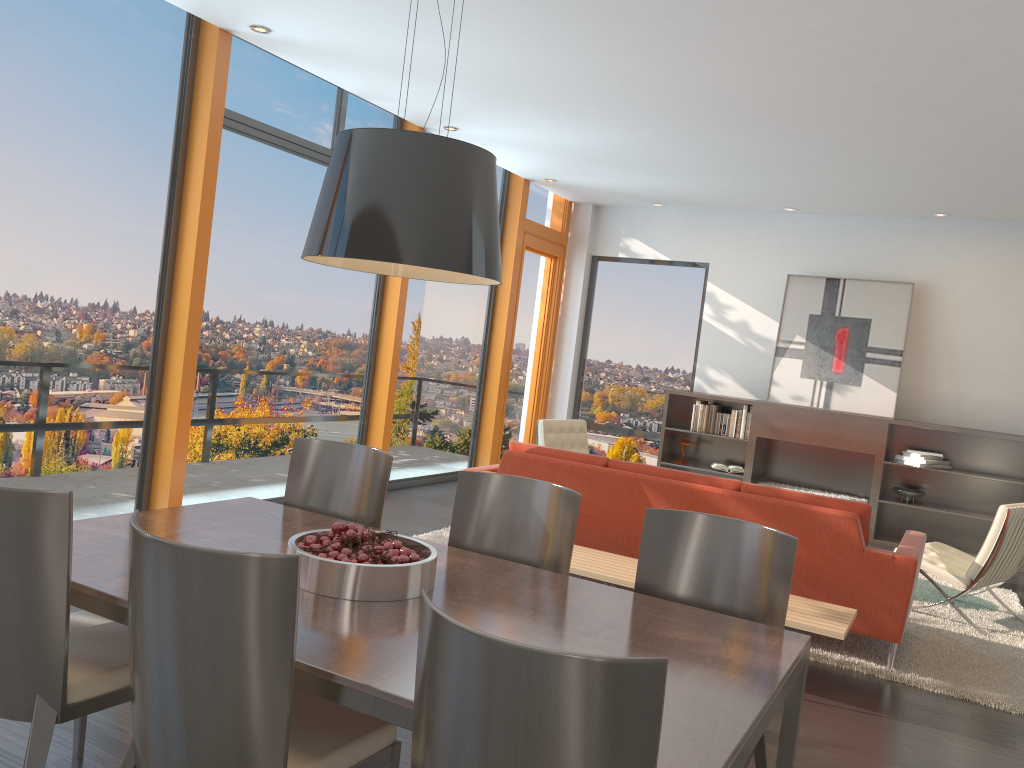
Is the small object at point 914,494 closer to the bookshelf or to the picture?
the bookshelf

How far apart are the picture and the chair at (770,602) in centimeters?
635cm

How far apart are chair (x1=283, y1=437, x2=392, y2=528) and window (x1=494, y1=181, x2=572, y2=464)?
5.9 meters

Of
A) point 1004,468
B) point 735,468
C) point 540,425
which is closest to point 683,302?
point 735,468

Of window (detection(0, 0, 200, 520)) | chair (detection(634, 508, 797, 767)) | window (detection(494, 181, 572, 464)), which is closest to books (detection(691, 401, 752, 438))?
window (detection(494, 181, 572, 464))

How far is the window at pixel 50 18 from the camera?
4.67m

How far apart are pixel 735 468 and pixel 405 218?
7.29m

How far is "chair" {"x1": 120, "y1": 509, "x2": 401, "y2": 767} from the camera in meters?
1.7 m

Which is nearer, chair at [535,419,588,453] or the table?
the table

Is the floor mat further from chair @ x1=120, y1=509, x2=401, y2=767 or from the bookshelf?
chair @ x1=120, y1=509, x2=401, y2=767
